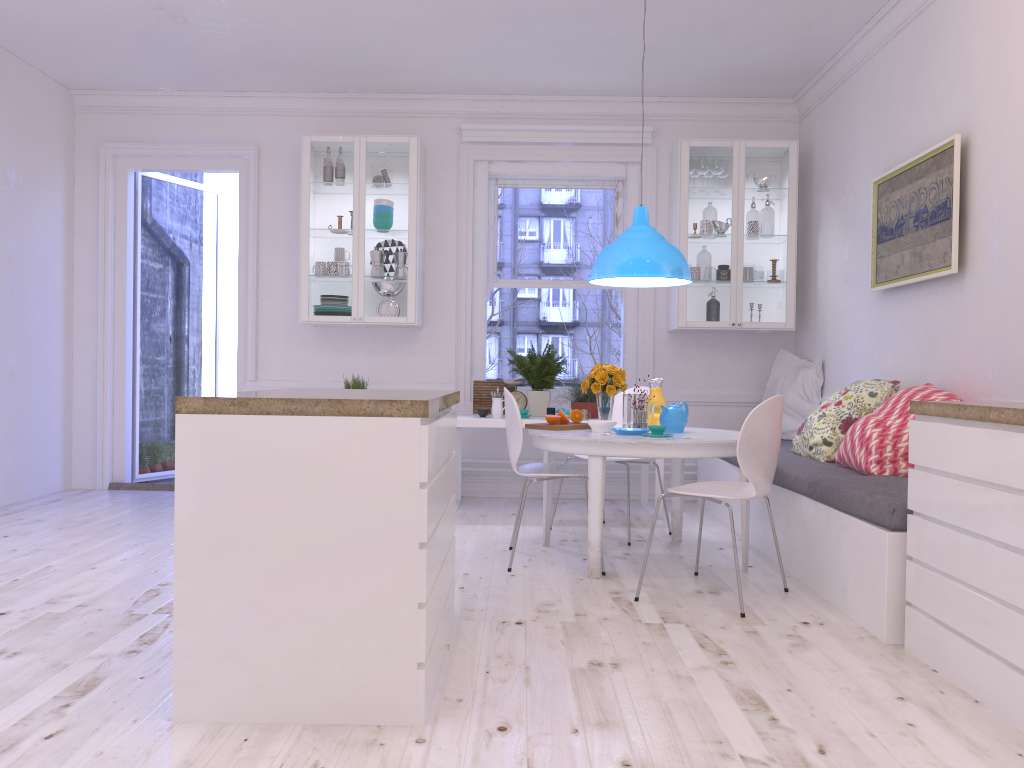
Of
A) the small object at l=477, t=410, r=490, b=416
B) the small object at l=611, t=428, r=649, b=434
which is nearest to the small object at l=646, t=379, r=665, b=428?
Answer: the small object at l=611, t=428, r=649, b=434

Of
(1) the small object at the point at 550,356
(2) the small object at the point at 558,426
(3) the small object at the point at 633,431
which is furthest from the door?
(3) the small object at the point at 633,431

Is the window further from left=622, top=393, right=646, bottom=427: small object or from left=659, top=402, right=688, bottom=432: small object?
left=659, top=402, right=688, bottom=432: small object

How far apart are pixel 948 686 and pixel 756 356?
4.1m

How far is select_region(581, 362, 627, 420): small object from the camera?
4.55m

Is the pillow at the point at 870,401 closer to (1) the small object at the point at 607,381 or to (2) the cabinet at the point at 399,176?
(1) the small object at the point at 607,381

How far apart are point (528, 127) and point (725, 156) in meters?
1.4

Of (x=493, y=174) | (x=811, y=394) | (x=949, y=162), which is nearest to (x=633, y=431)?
(x=949, y=162)

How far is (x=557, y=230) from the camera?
6.67m

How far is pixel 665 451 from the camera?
3.9m
